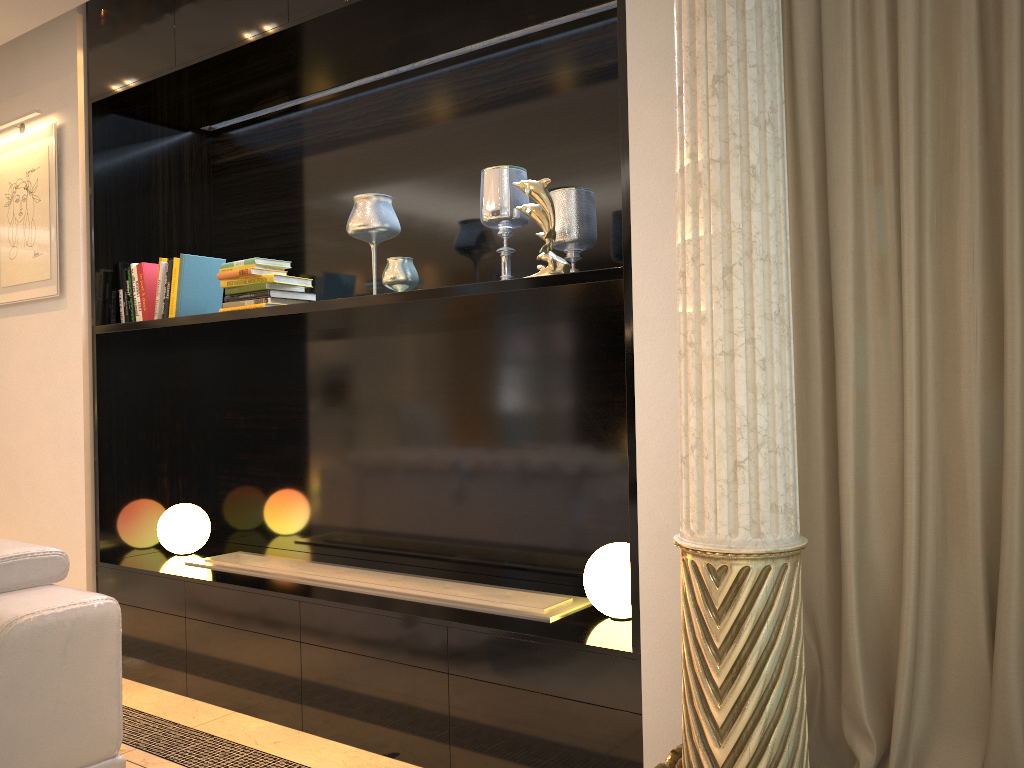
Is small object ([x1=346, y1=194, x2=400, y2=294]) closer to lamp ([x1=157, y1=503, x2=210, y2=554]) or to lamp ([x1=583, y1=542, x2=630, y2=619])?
lamp ([x1=583, y1=542, x2=630, y2=619])

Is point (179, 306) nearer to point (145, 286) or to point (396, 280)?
point (145, 286)

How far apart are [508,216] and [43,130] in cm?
225

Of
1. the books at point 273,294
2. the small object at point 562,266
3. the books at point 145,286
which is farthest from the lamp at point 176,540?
the small object at point 562,266

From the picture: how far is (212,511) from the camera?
4.0m

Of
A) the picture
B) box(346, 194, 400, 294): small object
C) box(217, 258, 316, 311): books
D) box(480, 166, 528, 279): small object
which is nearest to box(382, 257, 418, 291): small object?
box(346, 194, 400, 294): small object

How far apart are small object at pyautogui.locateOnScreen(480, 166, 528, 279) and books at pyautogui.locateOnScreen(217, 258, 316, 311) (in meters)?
0.83

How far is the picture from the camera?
3.7 meters

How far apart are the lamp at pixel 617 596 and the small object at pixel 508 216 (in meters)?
0.92

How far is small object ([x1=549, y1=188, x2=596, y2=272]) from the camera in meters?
2.7
